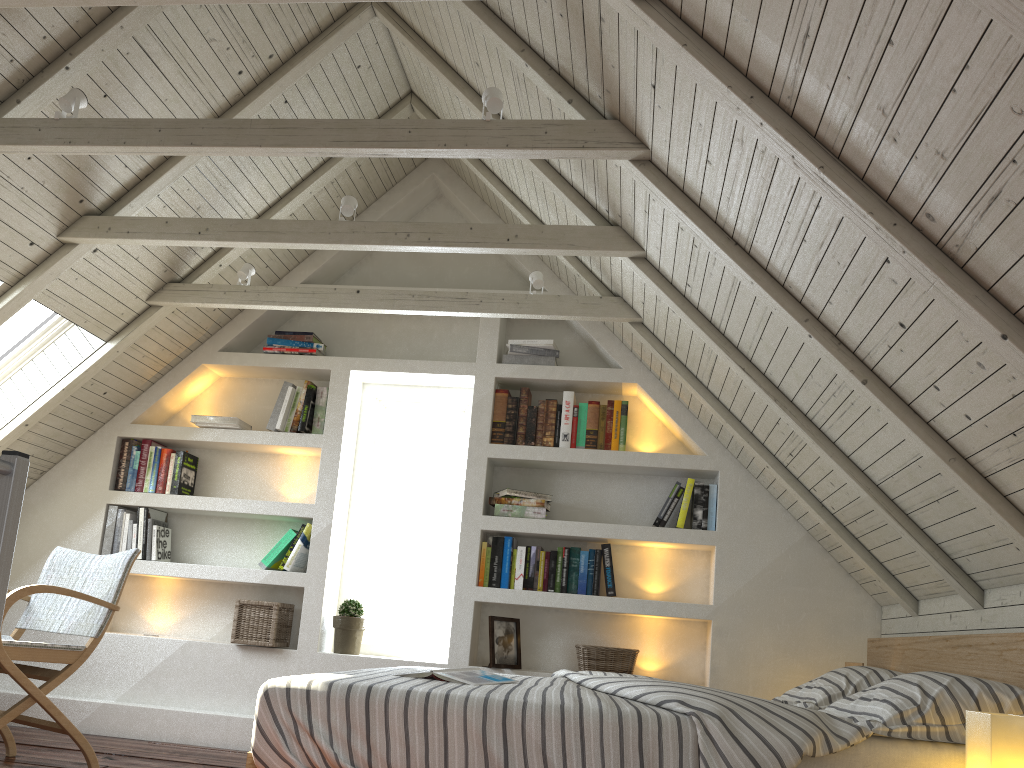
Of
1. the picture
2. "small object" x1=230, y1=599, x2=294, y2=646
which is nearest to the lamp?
the picture

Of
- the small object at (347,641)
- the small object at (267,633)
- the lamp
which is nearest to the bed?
the lamp

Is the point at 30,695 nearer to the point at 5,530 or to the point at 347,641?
the point at 347,641

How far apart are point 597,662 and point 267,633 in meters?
1.5 m

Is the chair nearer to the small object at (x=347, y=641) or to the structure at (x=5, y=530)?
the small object at (x=347, y=641)

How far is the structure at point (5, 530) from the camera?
1.4 meters

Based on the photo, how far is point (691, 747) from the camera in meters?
1.8 m

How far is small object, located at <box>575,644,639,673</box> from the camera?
3.7 meters

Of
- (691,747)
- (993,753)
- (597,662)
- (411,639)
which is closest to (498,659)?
(597,662)

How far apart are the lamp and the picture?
2.2m
